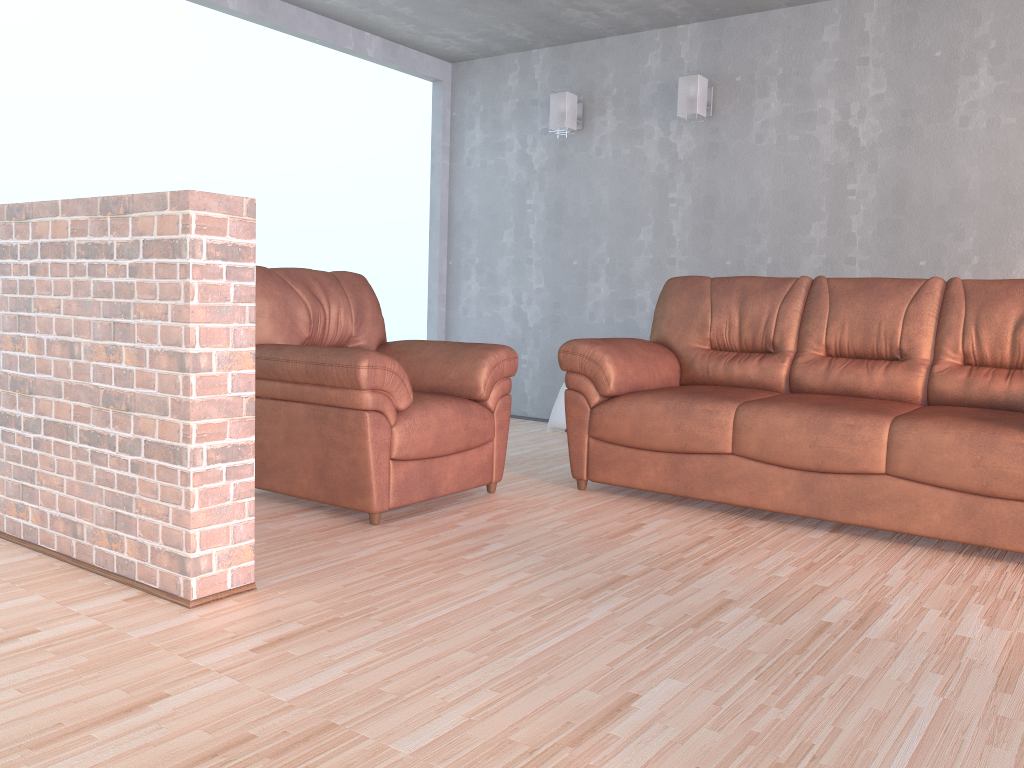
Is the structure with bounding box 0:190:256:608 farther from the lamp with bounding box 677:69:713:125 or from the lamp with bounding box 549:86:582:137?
the lamp with bounding box 549:86:582:137

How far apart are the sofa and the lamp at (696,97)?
1.3m

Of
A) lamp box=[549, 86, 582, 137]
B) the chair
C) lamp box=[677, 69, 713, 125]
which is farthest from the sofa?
lamp box=[549, 86, 582, 137]

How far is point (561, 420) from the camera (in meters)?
5.51

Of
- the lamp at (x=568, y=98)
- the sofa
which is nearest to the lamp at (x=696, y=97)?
the lamp at (x=568, y=98)

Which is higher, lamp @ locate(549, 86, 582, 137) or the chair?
lamp @ locate(549, 86, 582, 137)

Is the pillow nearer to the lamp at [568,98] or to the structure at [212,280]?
the lamp at [568,98]

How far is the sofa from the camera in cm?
298

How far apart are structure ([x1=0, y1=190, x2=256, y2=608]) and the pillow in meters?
3.2 m

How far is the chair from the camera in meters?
3.1 m
